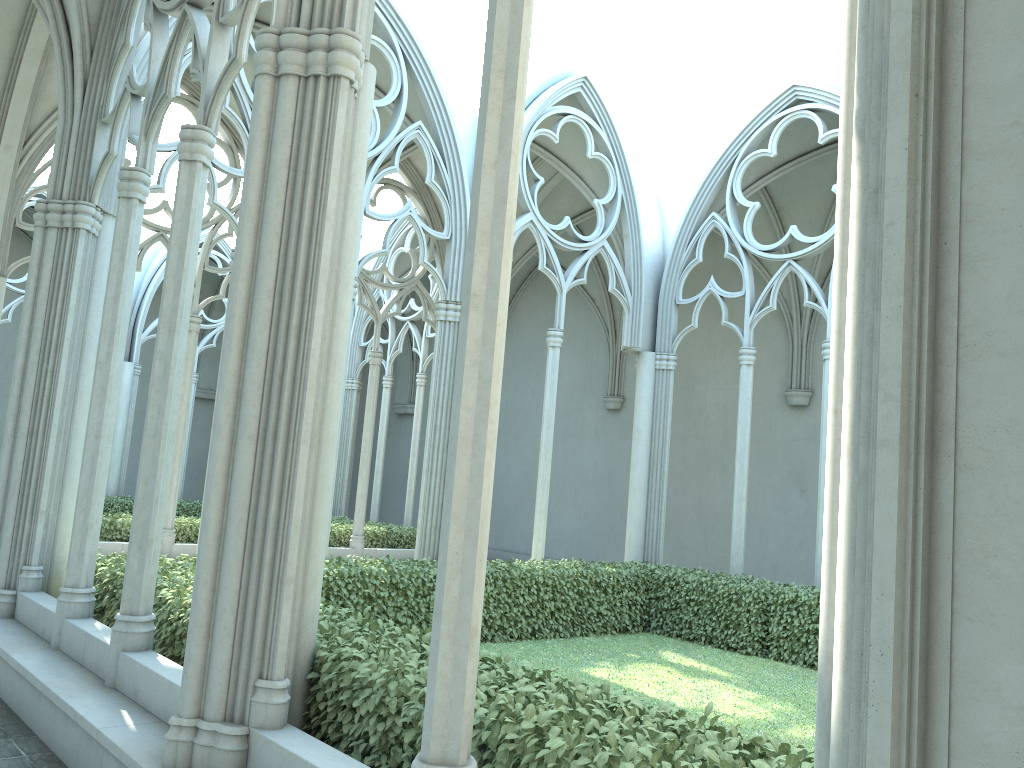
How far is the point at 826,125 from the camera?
13.5m

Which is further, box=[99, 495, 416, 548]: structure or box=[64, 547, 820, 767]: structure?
box=[99, 495, 416, 548]: structure

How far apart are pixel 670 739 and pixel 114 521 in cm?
1184

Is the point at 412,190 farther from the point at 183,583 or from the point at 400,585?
the point at 183,583

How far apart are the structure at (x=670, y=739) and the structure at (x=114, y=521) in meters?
5.2 m

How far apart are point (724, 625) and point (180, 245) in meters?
8.0 m

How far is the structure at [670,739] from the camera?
3.29m

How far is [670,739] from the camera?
3.29m

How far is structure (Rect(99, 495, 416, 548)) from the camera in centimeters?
1316cm

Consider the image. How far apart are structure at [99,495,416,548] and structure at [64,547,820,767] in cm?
518
